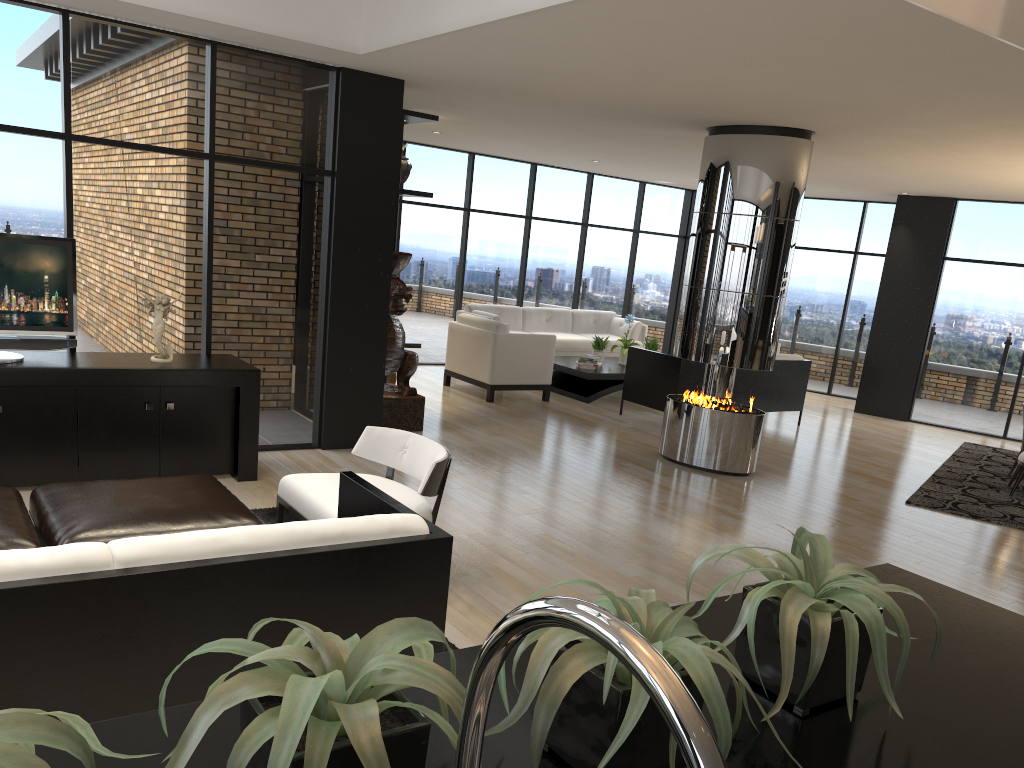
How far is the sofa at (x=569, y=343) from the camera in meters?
11.9

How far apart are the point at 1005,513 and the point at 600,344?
5.0 meters

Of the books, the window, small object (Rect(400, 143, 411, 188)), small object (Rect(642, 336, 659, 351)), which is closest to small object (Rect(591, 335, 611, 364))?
the books

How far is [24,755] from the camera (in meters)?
0.69

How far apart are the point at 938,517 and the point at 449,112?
5.3 meters

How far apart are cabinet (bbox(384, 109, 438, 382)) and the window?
1.87m

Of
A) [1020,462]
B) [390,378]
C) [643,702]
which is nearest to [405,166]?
[390,378]

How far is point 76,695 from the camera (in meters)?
2.28

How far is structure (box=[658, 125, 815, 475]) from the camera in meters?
6.9 m

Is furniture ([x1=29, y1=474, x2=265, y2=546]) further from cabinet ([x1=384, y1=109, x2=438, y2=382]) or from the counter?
cabinet ([x1=384, y1=109, x2=438, y2=382])
